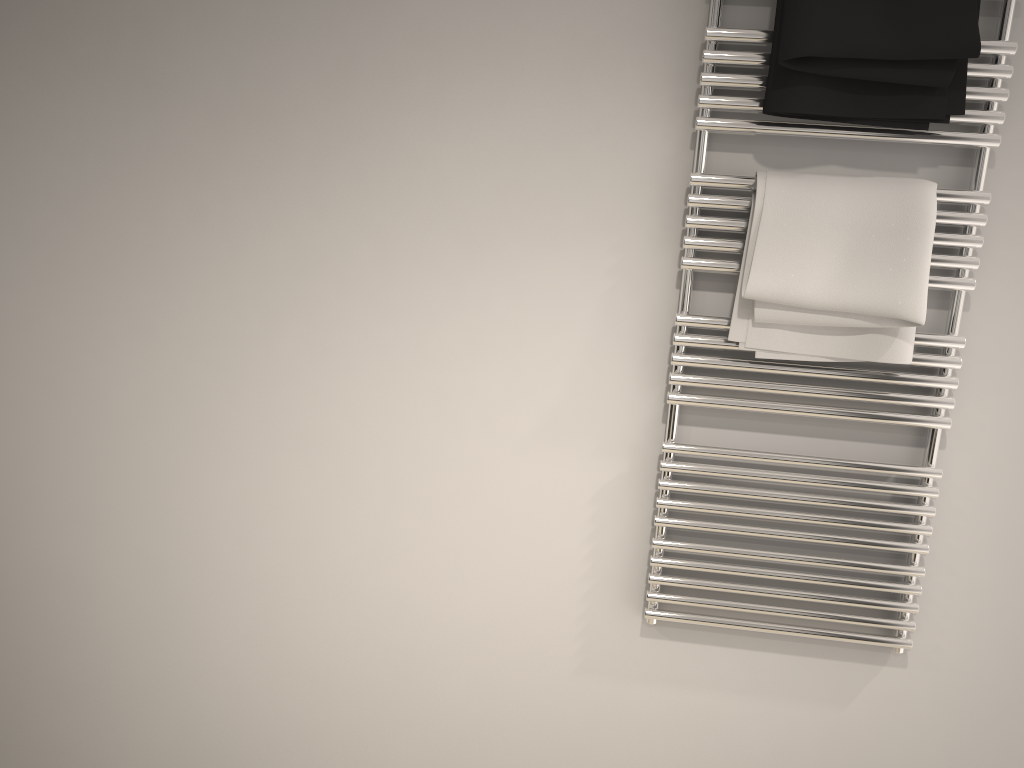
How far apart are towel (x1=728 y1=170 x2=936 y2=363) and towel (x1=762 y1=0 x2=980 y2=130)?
0.08m

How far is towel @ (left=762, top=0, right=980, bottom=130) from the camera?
1.3 meters

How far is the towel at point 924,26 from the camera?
1.3m

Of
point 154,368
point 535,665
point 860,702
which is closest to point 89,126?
point 154,368

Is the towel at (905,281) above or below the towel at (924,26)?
below

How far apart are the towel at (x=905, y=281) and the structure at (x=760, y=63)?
Answer: 0.01m

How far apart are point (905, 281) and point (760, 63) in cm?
41

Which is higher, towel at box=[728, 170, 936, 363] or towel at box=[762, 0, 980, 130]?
towel at box=[762, 0, 980, 130]

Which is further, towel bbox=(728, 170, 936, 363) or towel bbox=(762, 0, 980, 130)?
towel bbox=(728, 170, 936, 363)

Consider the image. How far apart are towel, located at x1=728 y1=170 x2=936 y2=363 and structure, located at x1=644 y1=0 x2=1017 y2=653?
0.0 meters
